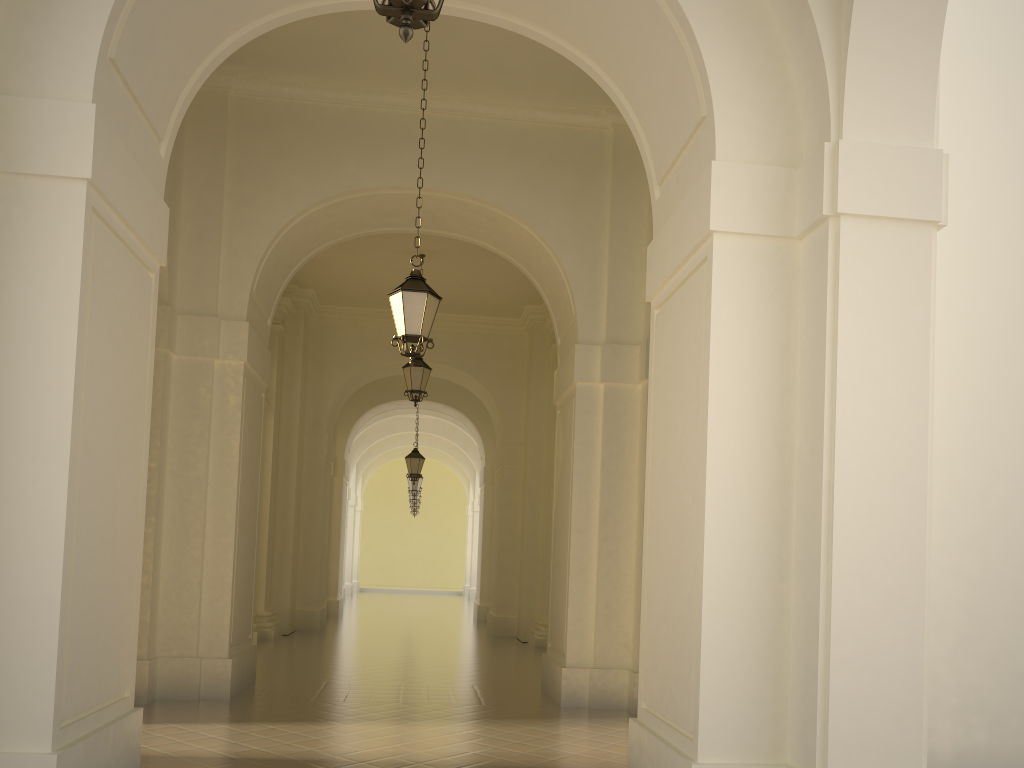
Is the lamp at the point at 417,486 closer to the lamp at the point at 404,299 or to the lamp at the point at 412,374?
the lamp at the point at 412,374

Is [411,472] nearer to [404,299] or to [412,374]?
[412,374]

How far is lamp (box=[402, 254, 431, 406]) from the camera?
14.5m

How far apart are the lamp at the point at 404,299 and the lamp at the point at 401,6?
4.8 meters

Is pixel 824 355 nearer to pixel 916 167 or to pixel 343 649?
pixel 916 167

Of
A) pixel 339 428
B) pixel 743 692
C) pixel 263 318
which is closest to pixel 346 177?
pixel 263 318

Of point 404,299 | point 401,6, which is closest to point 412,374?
point 404,299

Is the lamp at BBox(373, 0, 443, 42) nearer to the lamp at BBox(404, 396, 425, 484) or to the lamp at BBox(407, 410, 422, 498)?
the lamp at BBox(404, 396, 425, 484)

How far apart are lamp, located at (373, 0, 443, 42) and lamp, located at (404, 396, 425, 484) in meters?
17.7 m

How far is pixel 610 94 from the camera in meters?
7.0 m
